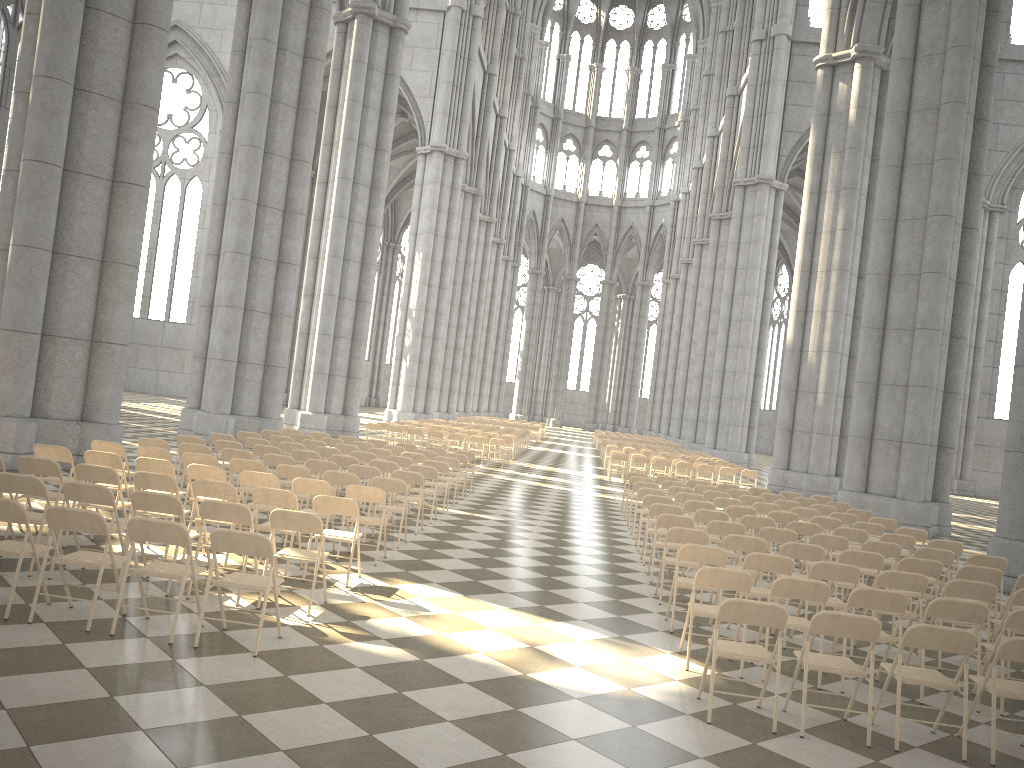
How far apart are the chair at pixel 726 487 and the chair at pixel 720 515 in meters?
5.8 m

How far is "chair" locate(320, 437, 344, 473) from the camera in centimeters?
1646cm

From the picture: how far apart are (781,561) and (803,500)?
8.37m

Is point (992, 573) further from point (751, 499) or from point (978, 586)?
point (751, 499)

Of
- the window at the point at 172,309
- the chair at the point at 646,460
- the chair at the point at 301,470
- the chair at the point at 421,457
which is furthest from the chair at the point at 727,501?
the window at the point at 172,309

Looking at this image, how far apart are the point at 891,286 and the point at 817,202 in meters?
8.7

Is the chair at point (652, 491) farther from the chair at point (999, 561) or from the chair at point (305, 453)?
the chair at point (305, 453)

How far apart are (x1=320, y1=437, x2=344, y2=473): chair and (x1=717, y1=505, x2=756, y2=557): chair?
7.50m

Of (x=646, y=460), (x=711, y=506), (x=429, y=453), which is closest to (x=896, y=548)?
(x=711, y=506)

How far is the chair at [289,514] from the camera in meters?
7.1
